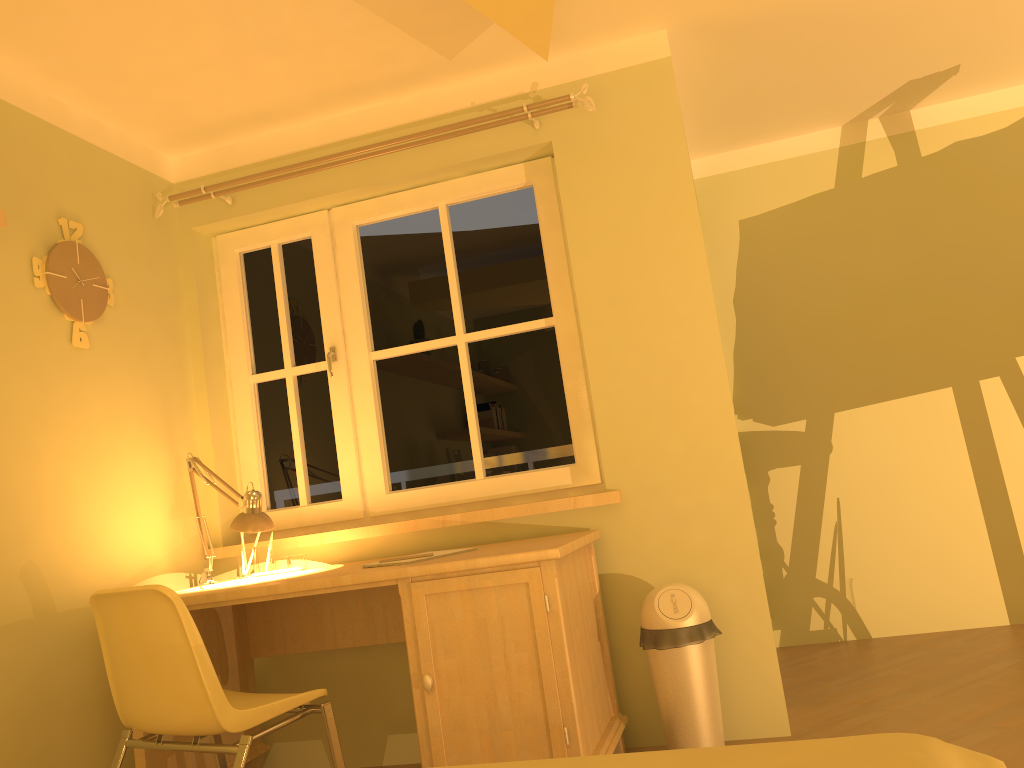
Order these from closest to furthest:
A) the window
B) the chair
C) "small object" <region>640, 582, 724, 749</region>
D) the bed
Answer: the bed
the chair
"small object" <region>640, 582, 724, 749</region>
the window

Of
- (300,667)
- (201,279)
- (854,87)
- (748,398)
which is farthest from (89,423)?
(854,87)

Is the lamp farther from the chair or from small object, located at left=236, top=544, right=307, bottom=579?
the chair

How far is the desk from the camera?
2.3 meters

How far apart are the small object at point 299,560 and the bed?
1.8m

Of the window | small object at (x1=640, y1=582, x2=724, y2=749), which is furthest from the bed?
the window

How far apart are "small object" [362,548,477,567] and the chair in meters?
0.6 m

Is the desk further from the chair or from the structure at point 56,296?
the structure at point 56,296

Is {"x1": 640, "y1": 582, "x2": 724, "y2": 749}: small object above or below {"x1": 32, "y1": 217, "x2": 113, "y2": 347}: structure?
below

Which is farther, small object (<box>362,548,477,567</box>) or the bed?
small object (<box>362,548,477,567</box>)
